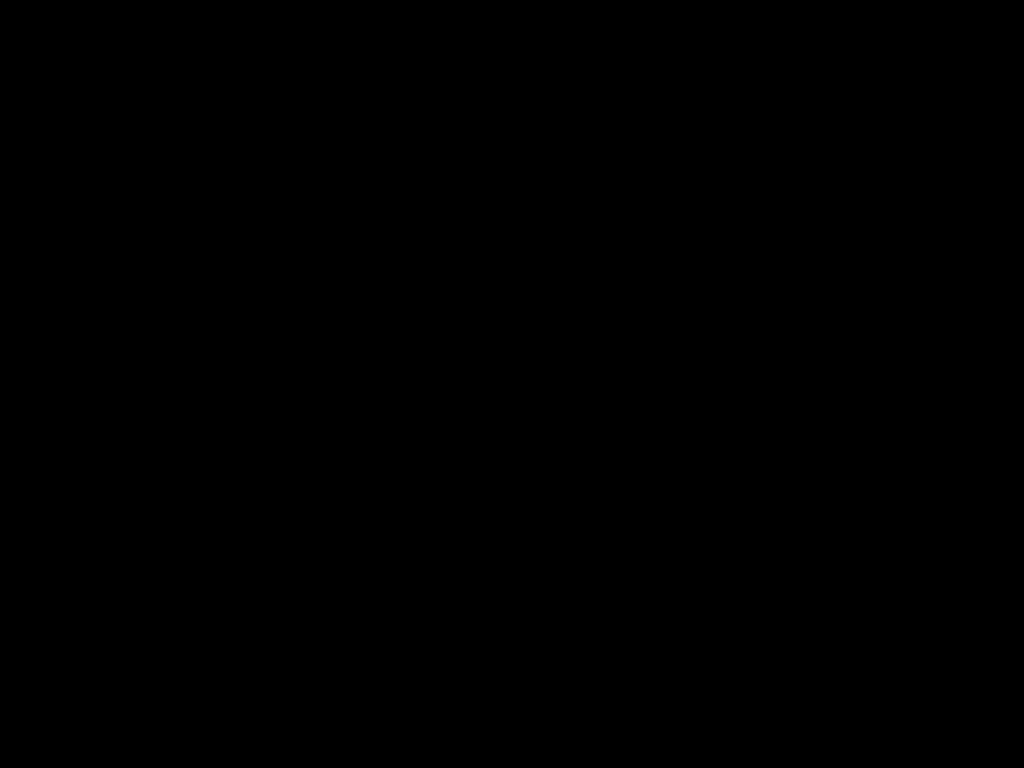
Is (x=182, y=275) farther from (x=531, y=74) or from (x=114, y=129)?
(x=531, y=74)

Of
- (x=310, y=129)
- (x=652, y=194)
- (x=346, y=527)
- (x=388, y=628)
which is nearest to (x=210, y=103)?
(x=310, y=129)
